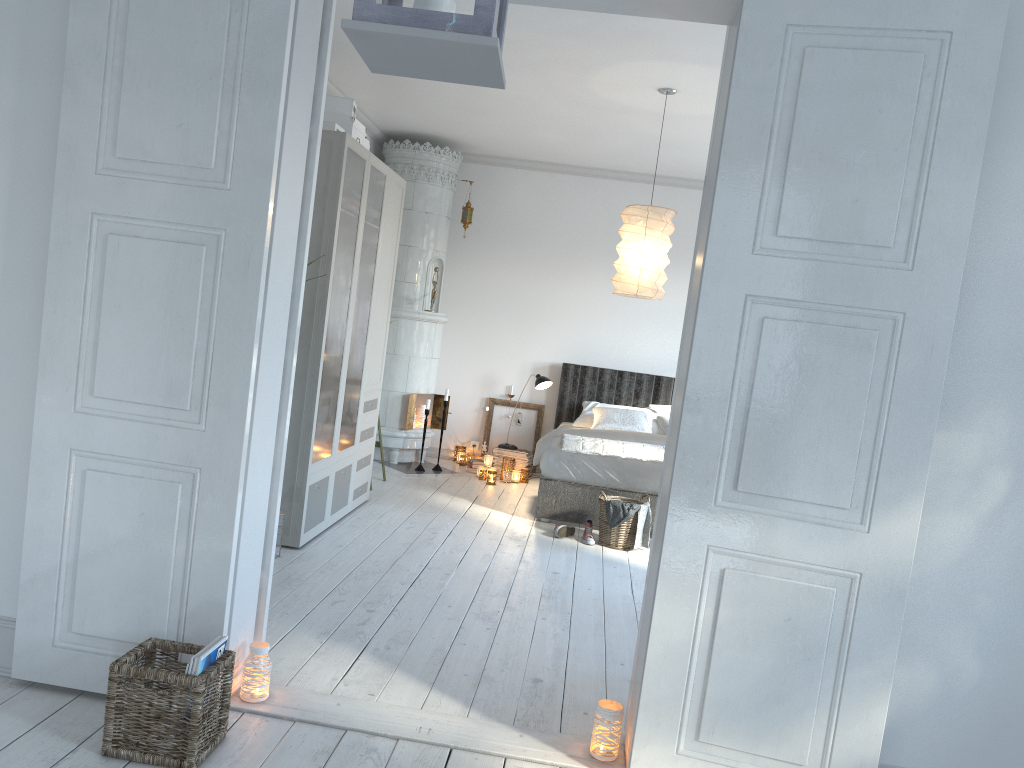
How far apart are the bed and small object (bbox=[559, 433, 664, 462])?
0.0m

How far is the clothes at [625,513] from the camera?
5.51m

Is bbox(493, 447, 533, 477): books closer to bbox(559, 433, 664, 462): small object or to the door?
bbox(559, 433, 664, 462): small object

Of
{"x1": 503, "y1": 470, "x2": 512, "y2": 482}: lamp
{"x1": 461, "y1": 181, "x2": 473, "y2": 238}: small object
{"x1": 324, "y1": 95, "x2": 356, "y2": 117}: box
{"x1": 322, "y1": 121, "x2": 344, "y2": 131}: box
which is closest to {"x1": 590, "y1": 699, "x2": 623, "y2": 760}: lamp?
{"x1": 322, "y1": 121, "x2": 344, "y2": 131}: box

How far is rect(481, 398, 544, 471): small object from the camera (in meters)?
8.22

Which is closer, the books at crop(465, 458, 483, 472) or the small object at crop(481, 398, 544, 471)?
the books at crop(465, 458, 483, 472)

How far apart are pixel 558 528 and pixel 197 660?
3.5 meters

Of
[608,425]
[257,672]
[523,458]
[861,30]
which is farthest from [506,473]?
[861,30]

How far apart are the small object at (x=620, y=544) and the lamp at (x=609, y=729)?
2.8 meters

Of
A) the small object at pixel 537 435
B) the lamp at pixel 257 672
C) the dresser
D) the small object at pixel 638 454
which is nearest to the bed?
the small object at pixel 638 454
